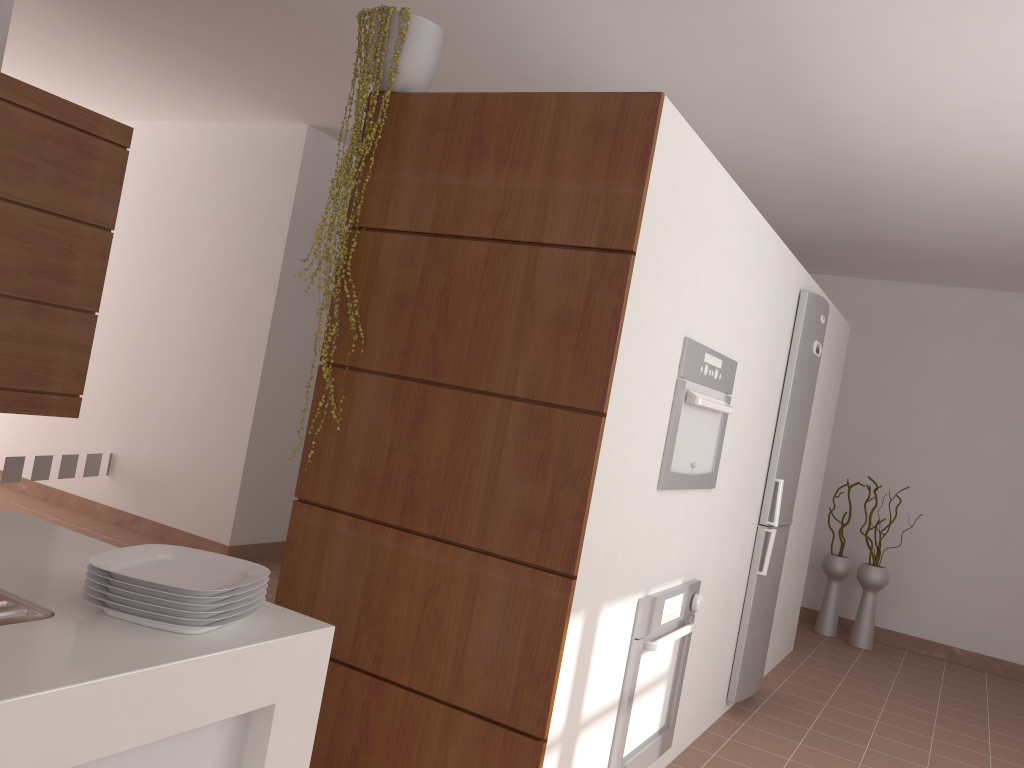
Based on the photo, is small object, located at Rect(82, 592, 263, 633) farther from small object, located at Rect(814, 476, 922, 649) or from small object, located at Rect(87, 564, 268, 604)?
small object, located at Rect(814, 476, 922, 649)

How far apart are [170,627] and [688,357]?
1.8 meters

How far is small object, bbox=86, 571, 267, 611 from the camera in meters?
1.2 m

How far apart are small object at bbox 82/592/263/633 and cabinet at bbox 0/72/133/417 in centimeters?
243cm

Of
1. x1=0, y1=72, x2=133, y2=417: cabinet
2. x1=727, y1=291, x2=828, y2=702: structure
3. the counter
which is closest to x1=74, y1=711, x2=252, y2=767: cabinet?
the counter

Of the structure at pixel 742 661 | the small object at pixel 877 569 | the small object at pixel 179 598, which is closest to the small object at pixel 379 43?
the small object at pixel 179 598

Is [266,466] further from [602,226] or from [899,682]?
[899,682]

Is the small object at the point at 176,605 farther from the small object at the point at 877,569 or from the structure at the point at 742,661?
the small object at the point at 877,569

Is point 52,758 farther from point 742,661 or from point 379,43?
point 742,661

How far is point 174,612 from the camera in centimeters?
122cm
